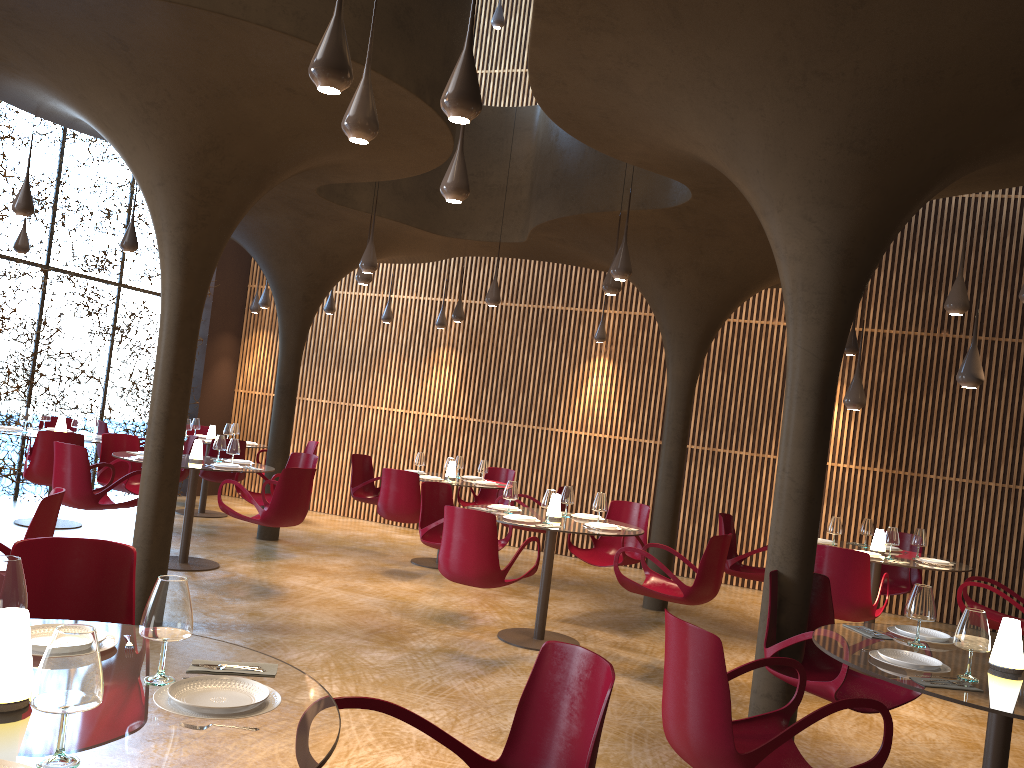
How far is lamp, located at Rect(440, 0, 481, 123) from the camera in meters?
4.0 m

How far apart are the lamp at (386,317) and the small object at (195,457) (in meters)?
5.34

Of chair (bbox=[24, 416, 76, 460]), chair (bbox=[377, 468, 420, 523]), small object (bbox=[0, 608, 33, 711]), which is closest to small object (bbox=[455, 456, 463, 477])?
chair (bbox=[377, 468, 420, 523])

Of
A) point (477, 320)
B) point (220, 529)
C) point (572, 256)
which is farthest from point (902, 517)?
point (220, 529)

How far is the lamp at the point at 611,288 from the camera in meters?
8.6 m

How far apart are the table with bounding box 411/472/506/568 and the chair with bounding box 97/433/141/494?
3.5m

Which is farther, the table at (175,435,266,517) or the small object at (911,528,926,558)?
the table at (175,435,266,517)

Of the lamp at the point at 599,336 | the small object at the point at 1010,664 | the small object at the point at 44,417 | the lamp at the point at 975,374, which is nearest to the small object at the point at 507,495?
the lamp at the point at 975,374

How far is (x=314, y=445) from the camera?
14.2m

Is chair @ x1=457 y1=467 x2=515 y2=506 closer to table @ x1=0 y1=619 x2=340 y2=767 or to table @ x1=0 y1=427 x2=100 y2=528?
table @ x1=0 y1=427 x2=100 y2=528
